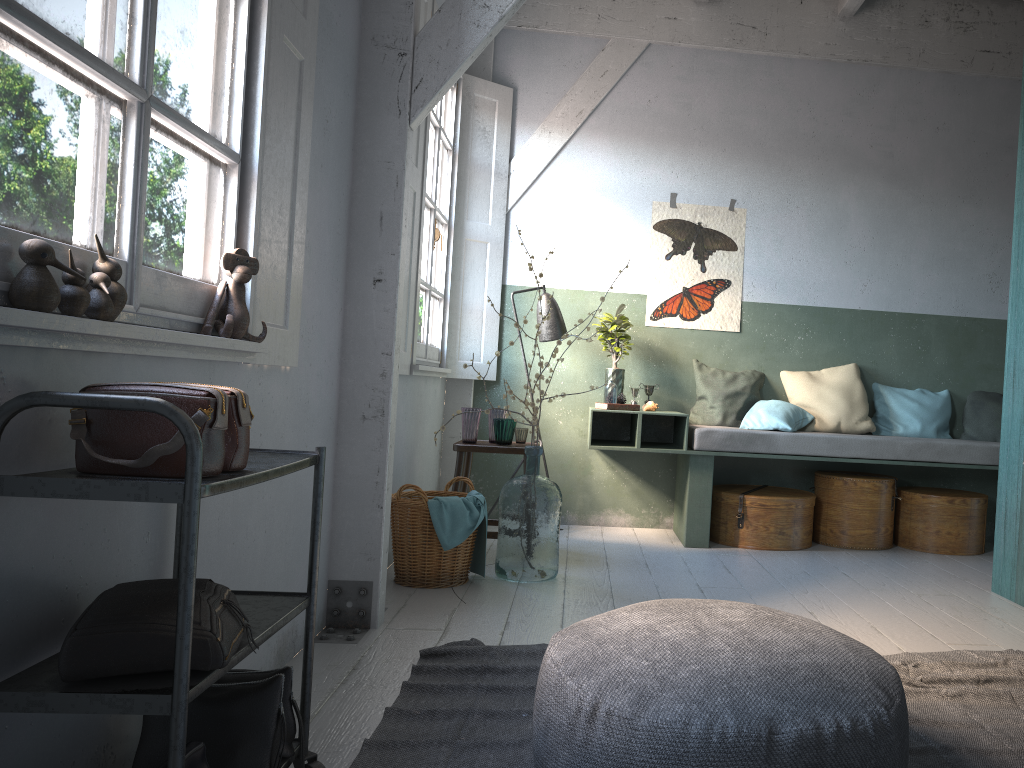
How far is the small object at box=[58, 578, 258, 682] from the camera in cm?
162

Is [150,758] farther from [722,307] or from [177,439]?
[722,307]

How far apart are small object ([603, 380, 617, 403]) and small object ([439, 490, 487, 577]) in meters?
1.7

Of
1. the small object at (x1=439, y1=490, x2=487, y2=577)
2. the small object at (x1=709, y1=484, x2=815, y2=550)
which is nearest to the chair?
the small object at (x1=439, y1=490, x2=487, y2=577)

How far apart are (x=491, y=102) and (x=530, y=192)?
0.7m

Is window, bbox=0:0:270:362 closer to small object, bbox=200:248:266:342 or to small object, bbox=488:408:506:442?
small object, bbox=200:248:266:342

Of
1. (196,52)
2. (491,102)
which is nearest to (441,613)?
(196,52)

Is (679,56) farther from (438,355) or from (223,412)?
(223,412)

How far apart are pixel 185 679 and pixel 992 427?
6.3 meters

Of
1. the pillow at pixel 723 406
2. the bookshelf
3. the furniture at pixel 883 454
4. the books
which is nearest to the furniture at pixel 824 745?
the bookshelf
